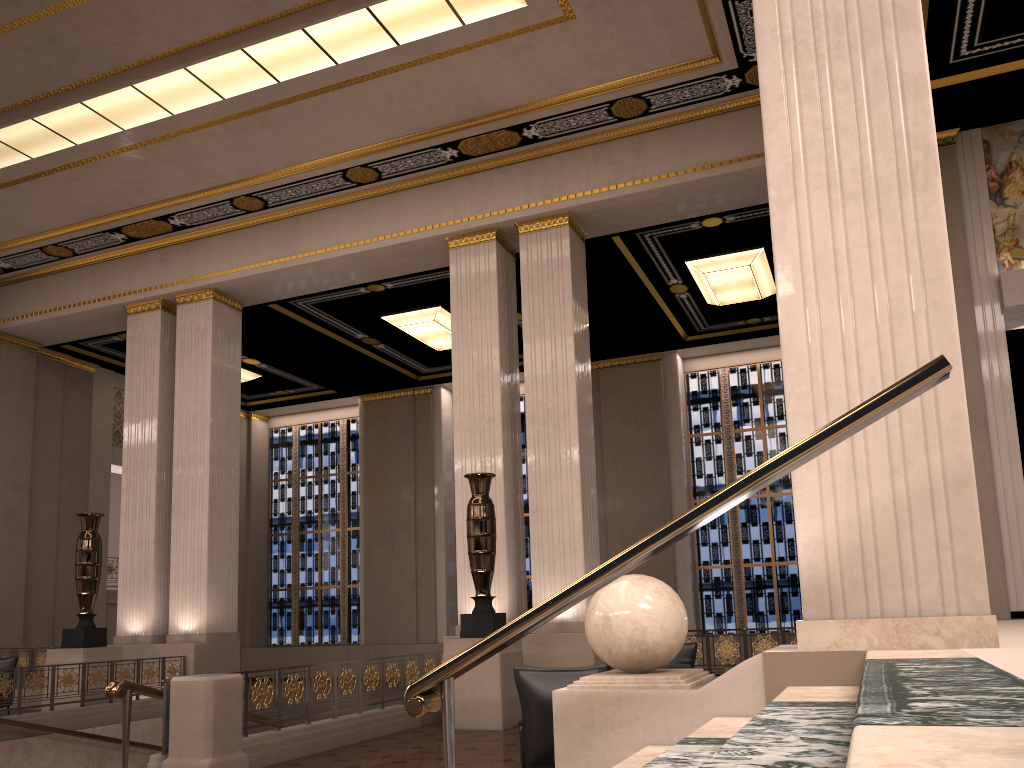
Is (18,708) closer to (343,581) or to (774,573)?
(343,581)

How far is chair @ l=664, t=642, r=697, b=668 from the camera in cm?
898

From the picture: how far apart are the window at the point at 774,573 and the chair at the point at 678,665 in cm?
827

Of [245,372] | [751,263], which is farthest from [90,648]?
[751,263]

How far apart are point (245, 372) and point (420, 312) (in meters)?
5.16

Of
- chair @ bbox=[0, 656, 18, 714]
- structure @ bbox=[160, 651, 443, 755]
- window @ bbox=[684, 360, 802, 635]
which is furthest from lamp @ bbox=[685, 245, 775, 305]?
chair @ bbox=[0, 656, 18, 714]

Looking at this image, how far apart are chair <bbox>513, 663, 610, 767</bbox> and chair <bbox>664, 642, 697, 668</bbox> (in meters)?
3.83

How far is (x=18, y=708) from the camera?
9.8m

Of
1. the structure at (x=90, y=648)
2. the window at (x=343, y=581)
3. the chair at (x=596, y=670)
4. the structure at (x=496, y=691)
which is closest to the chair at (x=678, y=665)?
the structure at (x=496, y=691)

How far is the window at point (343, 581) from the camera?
20.2 meters
